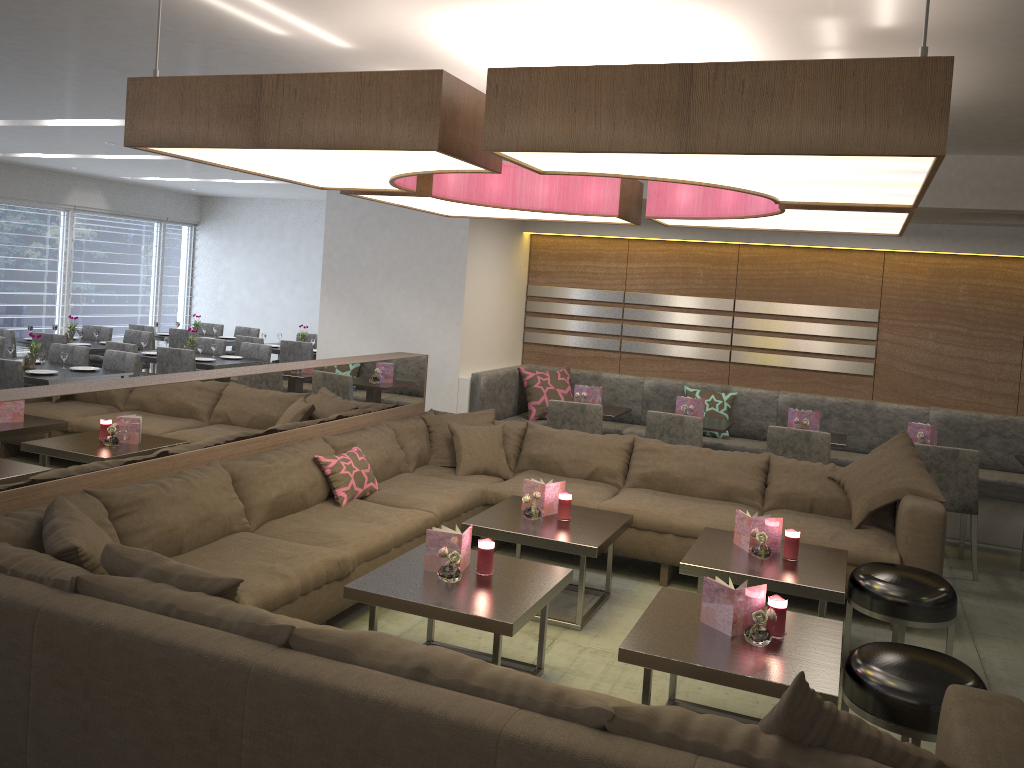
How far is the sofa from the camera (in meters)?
1.90

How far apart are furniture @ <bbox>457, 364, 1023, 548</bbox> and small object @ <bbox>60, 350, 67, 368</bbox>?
3.1 meters

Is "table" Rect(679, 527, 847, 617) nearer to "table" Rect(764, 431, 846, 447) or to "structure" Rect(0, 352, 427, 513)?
"table" Rect(764, 431, 846, 447)

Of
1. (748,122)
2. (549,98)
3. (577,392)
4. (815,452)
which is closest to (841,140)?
(748,122)

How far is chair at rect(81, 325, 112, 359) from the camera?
9.5 meters

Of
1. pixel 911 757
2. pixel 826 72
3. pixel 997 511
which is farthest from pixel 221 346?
pixel 911 757

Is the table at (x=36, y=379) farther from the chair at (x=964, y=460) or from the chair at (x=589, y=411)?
the chair at (x=964, y=460)

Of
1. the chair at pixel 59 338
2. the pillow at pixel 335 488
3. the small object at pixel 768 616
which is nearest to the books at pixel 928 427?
the small object at pixel 768 616

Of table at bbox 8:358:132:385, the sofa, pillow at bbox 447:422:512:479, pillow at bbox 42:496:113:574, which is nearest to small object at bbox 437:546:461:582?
the sofa

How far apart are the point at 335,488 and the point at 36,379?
3.18m
